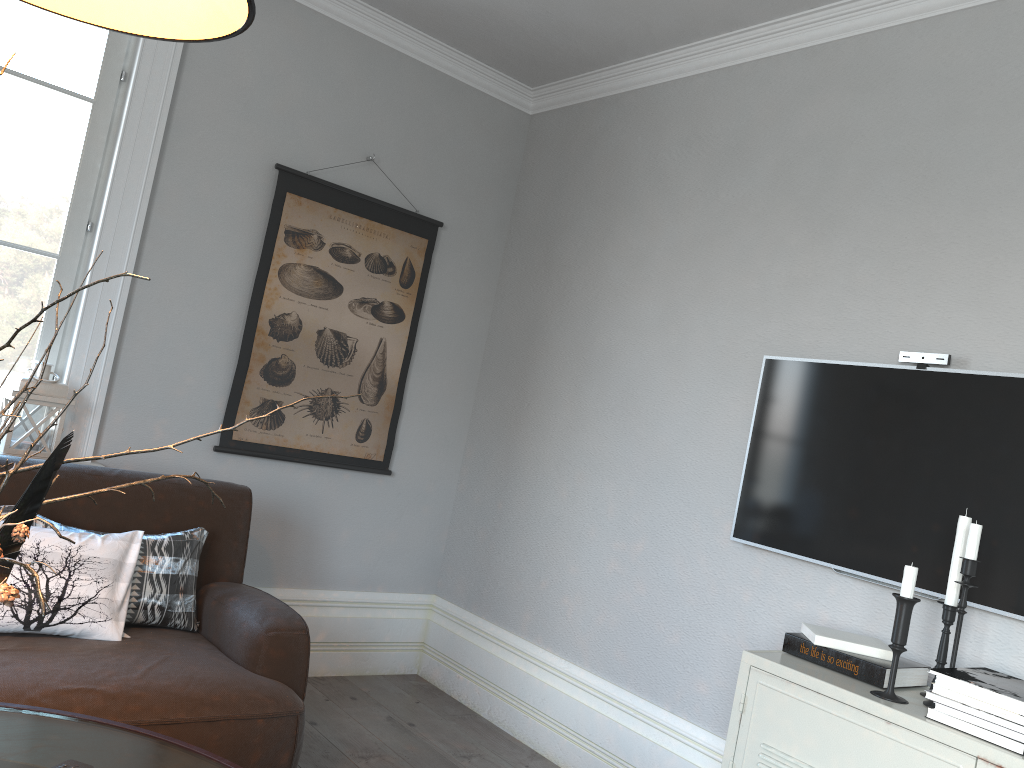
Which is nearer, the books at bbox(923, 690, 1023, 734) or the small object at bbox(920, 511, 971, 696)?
the books at bbox(923, 690, 1023, 734)

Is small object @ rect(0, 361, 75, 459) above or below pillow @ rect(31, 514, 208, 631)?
above

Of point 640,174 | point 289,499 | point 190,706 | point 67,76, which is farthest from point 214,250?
A: point 190,706

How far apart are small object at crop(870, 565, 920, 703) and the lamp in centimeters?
174cm

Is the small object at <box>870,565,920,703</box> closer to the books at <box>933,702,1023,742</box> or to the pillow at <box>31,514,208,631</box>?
the books at <box>933,702,1023,742</box>

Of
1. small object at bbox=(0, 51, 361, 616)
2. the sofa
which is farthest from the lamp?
the sofa

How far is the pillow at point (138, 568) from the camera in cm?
247

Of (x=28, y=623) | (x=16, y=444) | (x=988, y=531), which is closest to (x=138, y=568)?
(x=28, y=623)

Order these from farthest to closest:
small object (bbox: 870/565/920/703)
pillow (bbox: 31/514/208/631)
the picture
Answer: the picture → pillow (bbox: 31/514/208/631) → small object (bbox: 870/565/920/703)

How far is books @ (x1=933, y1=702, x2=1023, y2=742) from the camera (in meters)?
1.75
